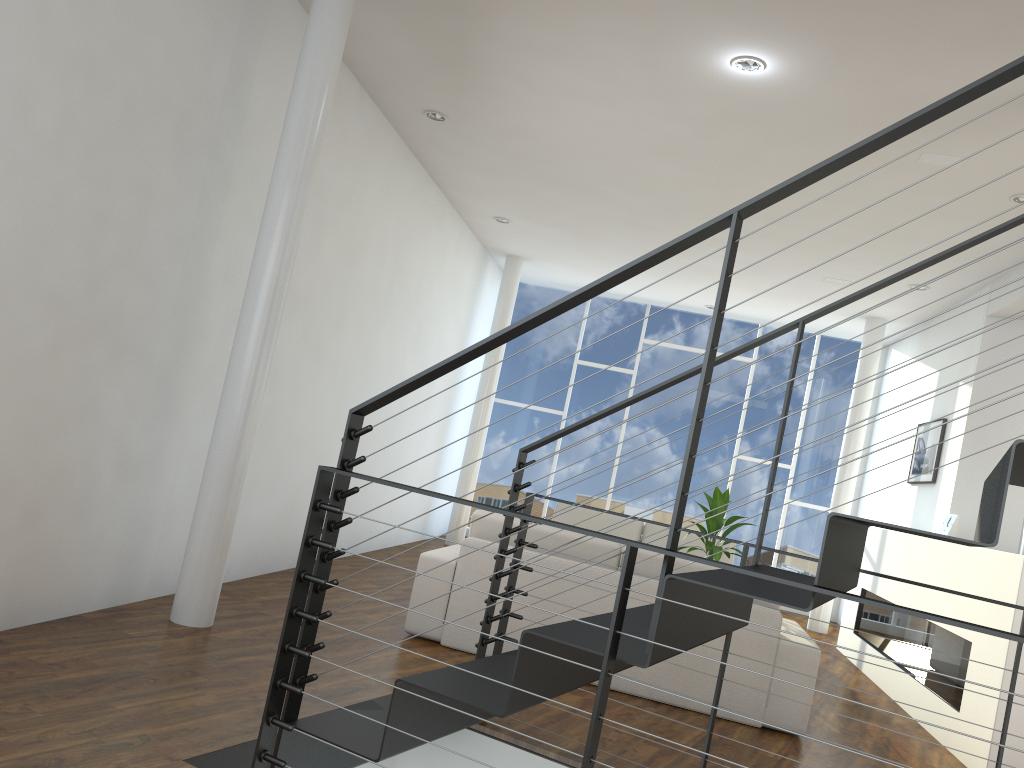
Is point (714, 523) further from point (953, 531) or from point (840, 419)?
→ point (840, 419)

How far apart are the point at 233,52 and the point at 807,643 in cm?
304

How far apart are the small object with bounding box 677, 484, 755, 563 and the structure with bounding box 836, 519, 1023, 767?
0.9 meters

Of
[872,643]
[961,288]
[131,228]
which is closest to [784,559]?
[872,643]

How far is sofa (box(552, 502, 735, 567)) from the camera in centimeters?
612cm

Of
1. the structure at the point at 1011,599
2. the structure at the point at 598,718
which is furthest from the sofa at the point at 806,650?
the structure at the point at 598,718

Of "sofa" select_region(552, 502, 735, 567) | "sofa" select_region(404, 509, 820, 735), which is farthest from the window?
"sofa" select_region(404, 509, 820, 735)

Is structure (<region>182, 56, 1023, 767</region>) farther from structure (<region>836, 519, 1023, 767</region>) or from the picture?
the picture

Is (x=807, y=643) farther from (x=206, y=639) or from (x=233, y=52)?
(x=233, y=52)

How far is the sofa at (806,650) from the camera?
3.3 meters
